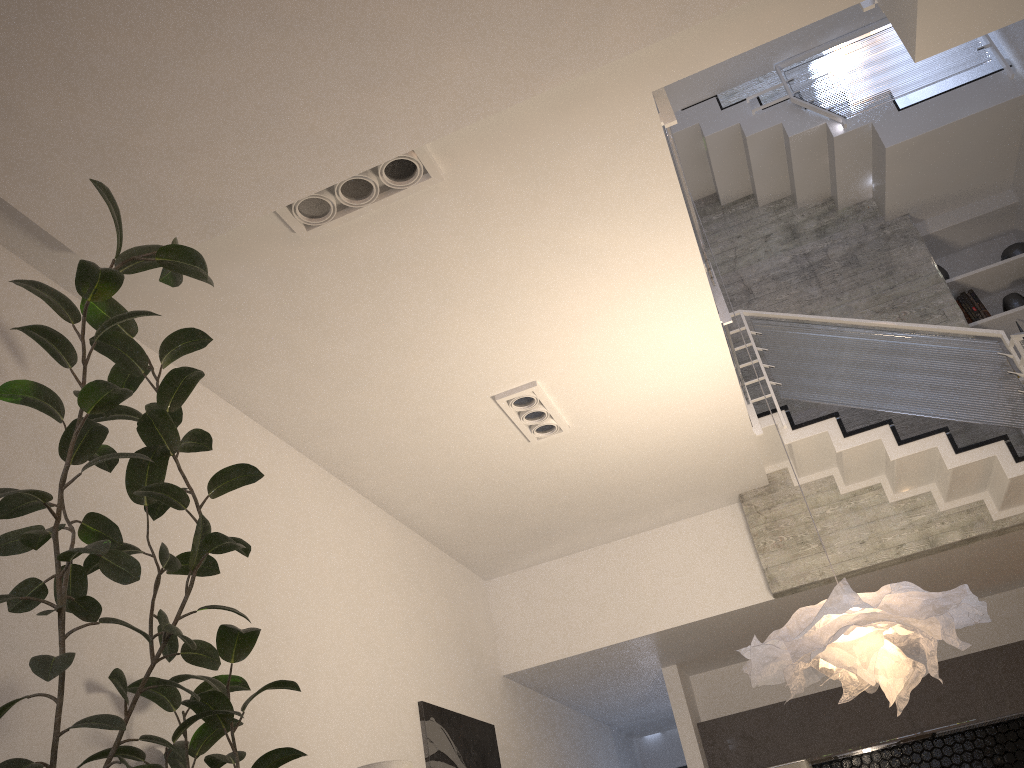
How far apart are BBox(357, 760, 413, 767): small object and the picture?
1.03m

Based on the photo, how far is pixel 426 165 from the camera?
3.5m

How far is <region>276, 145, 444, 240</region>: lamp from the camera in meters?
3.5 m

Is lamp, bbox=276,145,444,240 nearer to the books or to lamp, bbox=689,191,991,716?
lamp, bbox=689,191,991,716

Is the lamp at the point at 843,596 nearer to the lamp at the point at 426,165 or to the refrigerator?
the lamp at the point at 426,165

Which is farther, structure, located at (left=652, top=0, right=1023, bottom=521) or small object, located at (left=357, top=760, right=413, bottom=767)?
structure, located at (left=652, top=0, right=1023, bottom=521)

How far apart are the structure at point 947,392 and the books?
0.6 meters

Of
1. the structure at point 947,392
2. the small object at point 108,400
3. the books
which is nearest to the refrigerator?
the structure at point 947,392

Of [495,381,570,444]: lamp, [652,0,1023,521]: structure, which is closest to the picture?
[495,381,570,444]: lamp

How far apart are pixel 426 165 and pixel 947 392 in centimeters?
405cm
